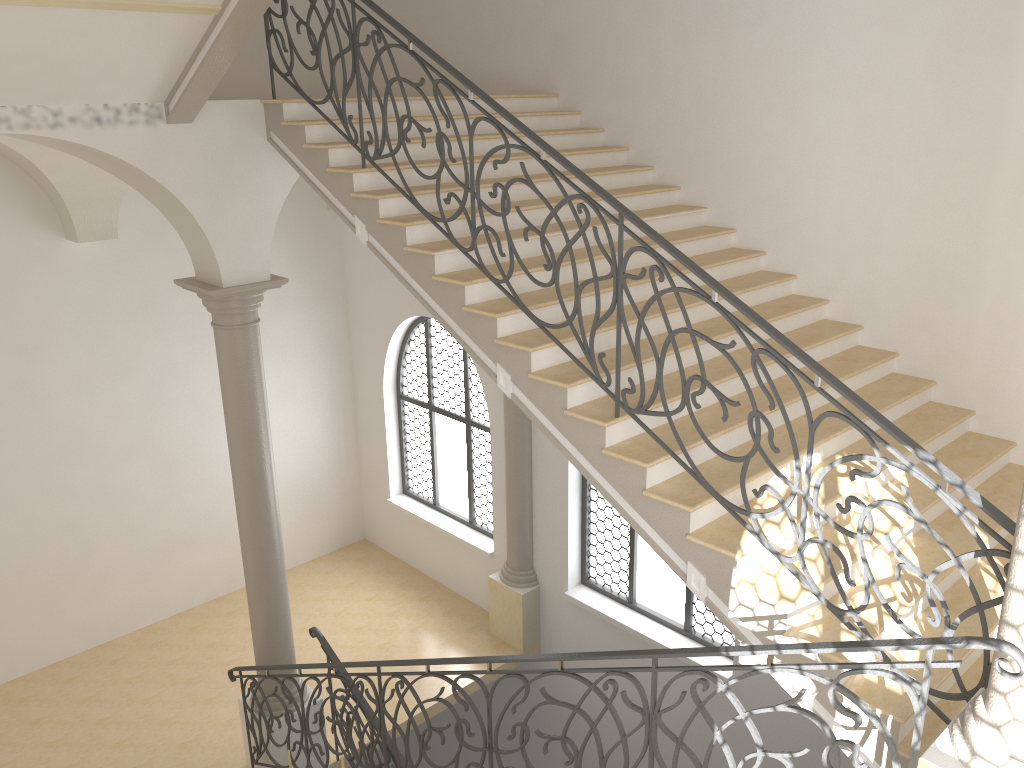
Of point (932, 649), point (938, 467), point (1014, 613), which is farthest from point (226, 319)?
point (1014, 613)

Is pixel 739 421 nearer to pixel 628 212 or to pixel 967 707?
pixel 628 212

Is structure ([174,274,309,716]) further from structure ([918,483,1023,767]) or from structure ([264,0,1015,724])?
structure ([918,483,1023,767])

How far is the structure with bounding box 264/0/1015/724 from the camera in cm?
373

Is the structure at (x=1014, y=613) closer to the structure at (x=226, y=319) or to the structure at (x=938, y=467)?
the structure at (x=938, y=467)

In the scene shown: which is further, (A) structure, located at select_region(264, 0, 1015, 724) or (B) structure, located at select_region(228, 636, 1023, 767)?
(A) structure, located at select_region(264, 0, 1015, 724)

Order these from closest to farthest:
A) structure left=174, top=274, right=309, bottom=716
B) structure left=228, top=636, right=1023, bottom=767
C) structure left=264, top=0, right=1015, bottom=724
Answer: structure left=228, top=636, right=1023, bottom=767, structure left=264, top=0, right=1015, bottom=724, structure left=174, top=274, right=309, bottom=716

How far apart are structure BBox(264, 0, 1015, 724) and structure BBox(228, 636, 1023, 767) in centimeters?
74cm

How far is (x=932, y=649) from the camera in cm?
309

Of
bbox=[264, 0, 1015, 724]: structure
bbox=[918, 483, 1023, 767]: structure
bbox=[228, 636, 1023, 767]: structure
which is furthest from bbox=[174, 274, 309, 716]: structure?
bbox=[918, 483, 1023, 767]: structure
